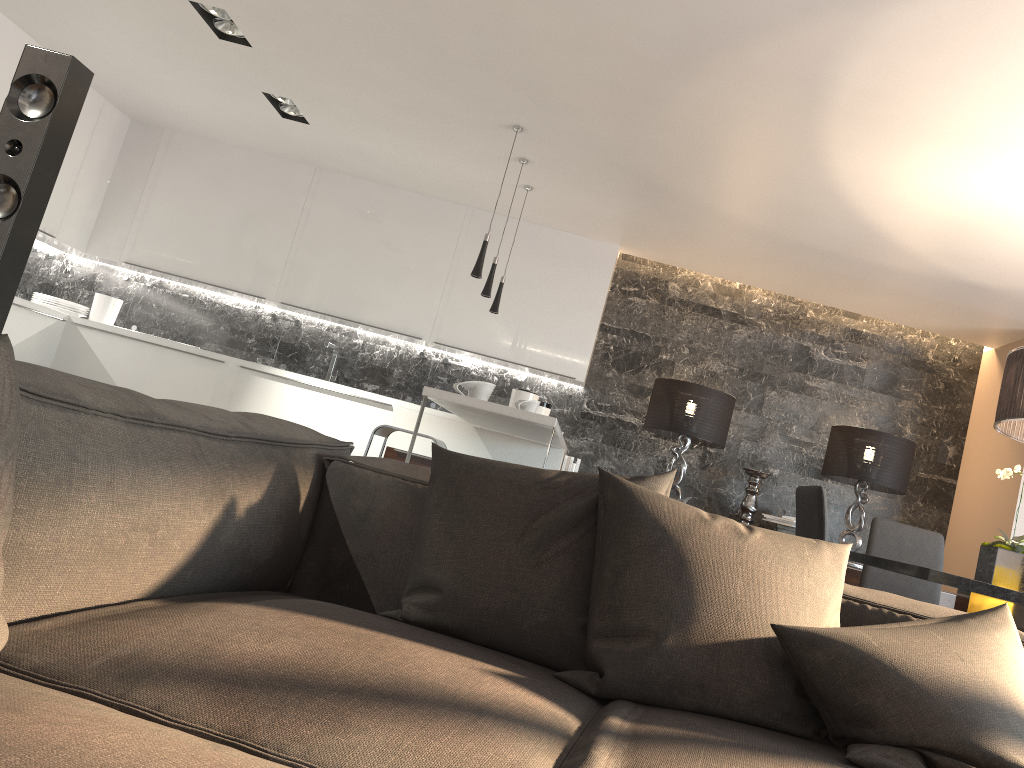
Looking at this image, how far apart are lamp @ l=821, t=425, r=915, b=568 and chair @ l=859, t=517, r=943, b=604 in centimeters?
157cm

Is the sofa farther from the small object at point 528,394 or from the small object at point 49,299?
the small object at point 49,299

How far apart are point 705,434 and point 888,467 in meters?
1.2 m

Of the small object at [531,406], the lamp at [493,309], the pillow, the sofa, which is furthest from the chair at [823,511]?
the lamp at [493,309]

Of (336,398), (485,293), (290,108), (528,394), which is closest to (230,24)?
(290,108)

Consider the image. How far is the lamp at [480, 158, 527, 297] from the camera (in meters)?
5.06

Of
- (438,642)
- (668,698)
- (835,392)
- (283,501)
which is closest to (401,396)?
(835,392)

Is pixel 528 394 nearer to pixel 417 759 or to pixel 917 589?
pixel 917 589

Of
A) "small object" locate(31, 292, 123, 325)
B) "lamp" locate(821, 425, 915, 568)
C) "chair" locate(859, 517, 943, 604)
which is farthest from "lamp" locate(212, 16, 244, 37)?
"lamp" locate(821, 425, 915, 568)

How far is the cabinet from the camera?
5.98m
